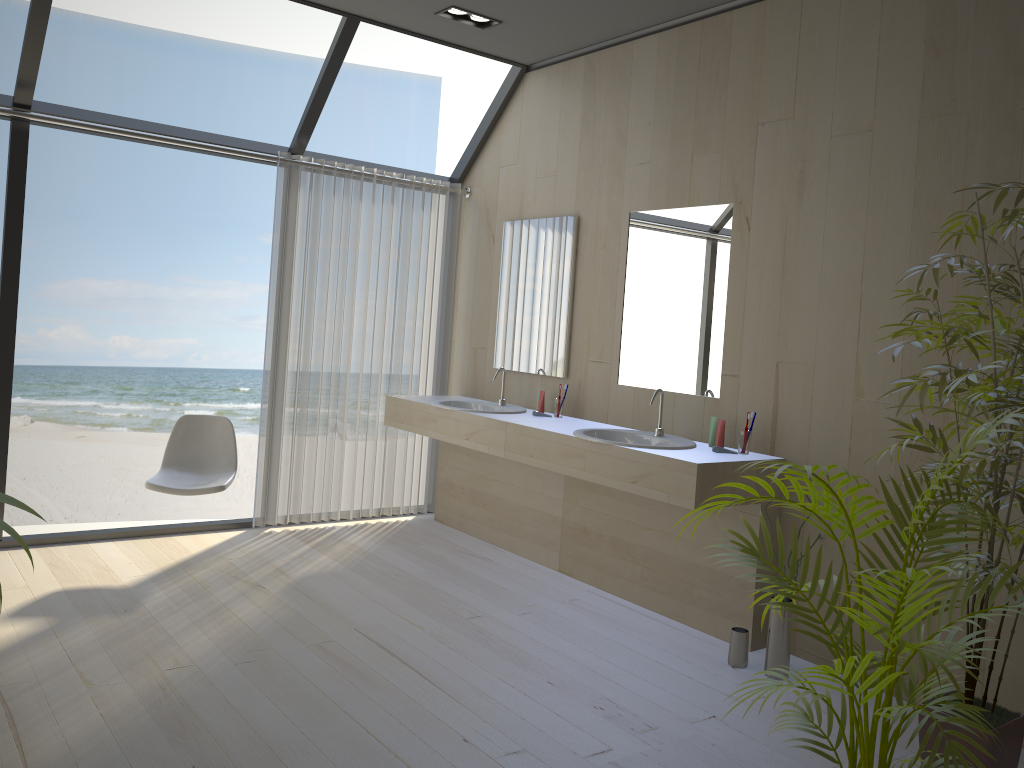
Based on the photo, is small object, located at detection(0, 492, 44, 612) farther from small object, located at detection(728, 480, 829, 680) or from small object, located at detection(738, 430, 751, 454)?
small object, located at detection(738, 430, 751, 454)

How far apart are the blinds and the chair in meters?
0.4

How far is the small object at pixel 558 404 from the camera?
4.63m

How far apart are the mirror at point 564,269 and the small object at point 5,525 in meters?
3.7

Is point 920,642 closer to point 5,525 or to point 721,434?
point 5,525

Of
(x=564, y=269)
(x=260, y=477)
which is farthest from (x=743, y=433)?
(x=260, y=477)

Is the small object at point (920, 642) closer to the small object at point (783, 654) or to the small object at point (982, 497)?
the small object at point (982, 497)

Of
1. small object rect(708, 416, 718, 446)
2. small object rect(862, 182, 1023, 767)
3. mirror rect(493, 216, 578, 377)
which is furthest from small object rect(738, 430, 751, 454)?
mirror rect(493, 216, 578, 377)

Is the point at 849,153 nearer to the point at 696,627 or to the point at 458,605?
the point at 696,627

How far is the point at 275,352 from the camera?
4.9 meters
